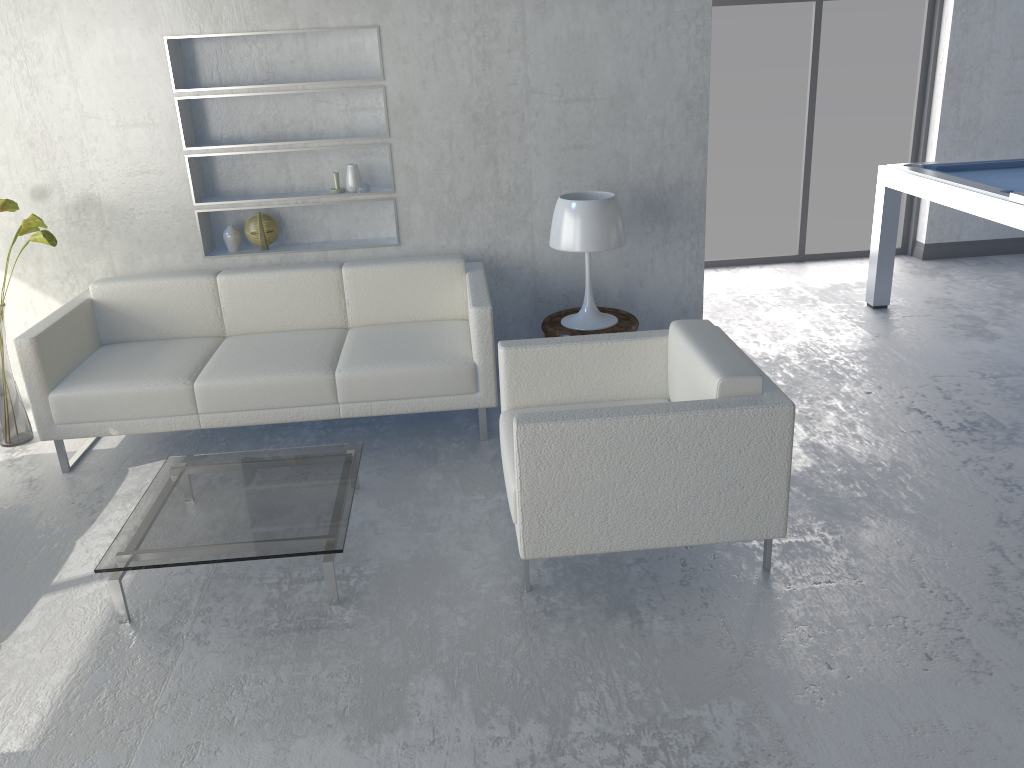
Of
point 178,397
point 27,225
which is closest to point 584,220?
point 178,397

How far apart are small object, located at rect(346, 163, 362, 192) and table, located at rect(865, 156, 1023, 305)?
2.9 meters

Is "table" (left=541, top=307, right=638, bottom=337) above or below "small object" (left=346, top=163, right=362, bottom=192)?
below

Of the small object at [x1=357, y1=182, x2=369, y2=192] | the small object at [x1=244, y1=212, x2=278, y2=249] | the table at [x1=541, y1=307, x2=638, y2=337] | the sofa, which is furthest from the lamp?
Answer: the small object at [x1=244, y1=212, x2=278, y2=249]

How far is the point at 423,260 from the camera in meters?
4.1 m

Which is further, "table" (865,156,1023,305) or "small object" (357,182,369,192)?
Answer: "small object" (357,182,369,192)

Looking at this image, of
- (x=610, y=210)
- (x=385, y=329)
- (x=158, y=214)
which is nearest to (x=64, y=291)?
(x=158, y=214)

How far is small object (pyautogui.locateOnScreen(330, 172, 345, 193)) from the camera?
4.2 meters

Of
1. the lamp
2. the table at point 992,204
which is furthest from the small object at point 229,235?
the table at point 992,204

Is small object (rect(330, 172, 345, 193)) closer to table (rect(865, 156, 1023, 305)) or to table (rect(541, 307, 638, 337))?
table (rect(541, 307, 638, 337))
